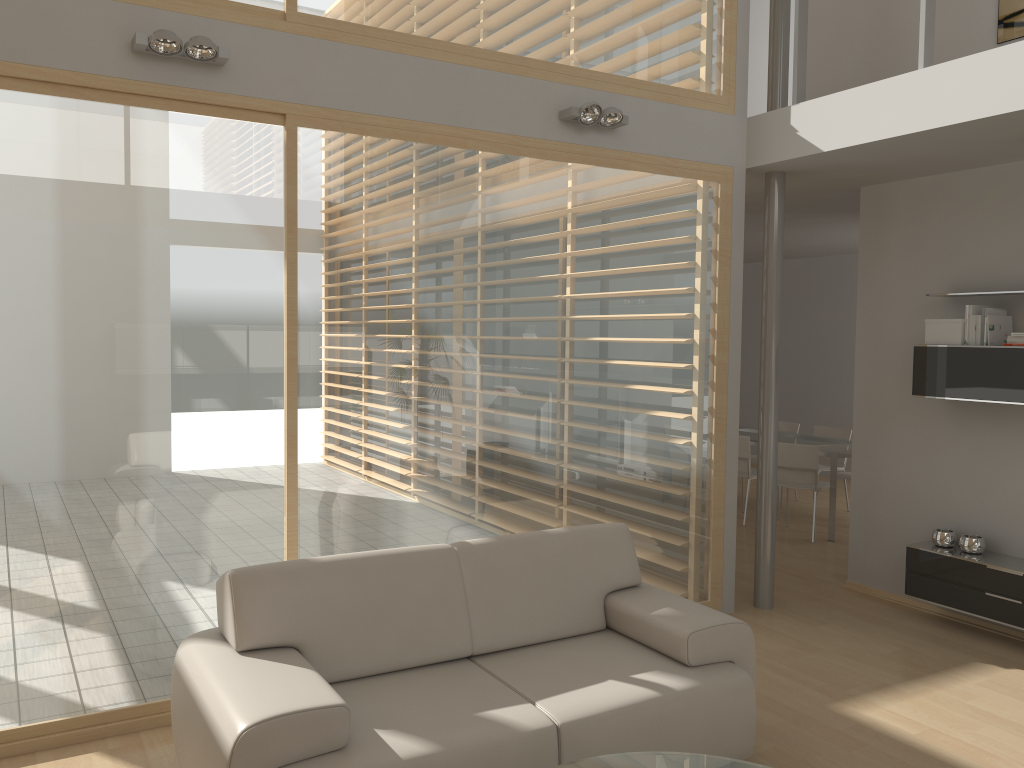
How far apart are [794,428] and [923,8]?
5.49m

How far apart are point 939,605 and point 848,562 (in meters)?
0.93

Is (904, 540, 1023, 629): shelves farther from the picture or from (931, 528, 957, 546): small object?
the picture

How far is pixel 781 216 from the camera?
5.4 meters

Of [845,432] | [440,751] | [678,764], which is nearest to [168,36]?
[440,751]

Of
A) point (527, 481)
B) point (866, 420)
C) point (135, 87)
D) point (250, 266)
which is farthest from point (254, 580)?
point (866, 420)

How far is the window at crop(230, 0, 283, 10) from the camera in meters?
3.9 m

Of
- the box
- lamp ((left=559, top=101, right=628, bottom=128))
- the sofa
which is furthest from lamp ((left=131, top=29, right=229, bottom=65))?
the box

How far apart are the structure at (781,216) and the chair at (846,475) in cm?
300

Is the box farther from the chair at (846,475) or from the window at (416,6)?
the chair at (846,475)
